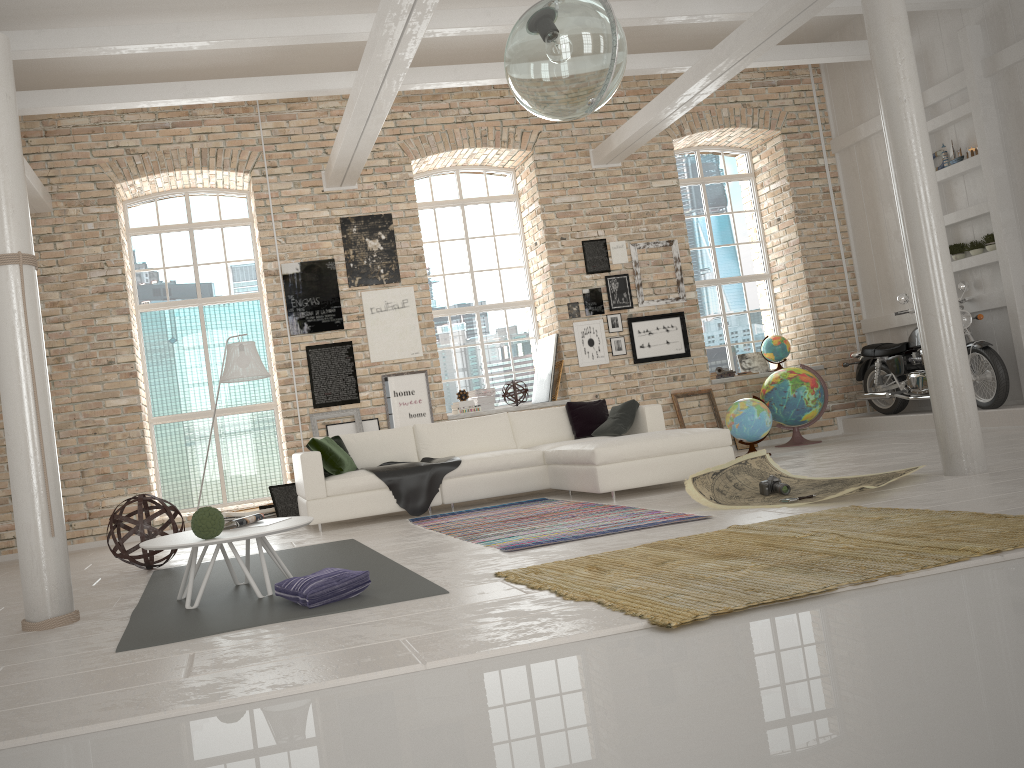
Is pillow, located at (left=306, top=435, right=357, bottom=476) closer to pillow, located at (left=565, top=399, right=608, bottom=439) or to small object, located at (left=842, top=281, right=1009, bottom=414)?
pillow, located at (left=565, top=399, right=608, bottom=439)

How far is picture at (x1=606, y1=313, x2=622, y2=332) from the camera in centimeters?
1023cm

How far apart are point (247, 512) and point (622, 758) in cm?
680

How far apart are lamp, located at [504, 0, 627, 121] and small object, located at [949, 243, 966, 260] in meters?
7.4

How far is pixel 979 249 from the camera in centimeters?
902cm

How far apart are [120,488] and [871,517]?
7.0 meters

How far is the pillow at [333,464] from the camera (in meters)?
7.49

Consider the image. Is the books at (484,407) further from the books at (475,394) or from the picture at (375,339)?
the picture at (375,339)

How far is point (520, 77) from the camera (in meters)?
3.68

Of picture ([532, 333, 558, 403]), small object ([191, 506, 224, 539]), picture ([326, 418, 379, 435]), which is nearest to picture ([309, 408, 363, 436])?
picture ([326, 418, 379, 435])
